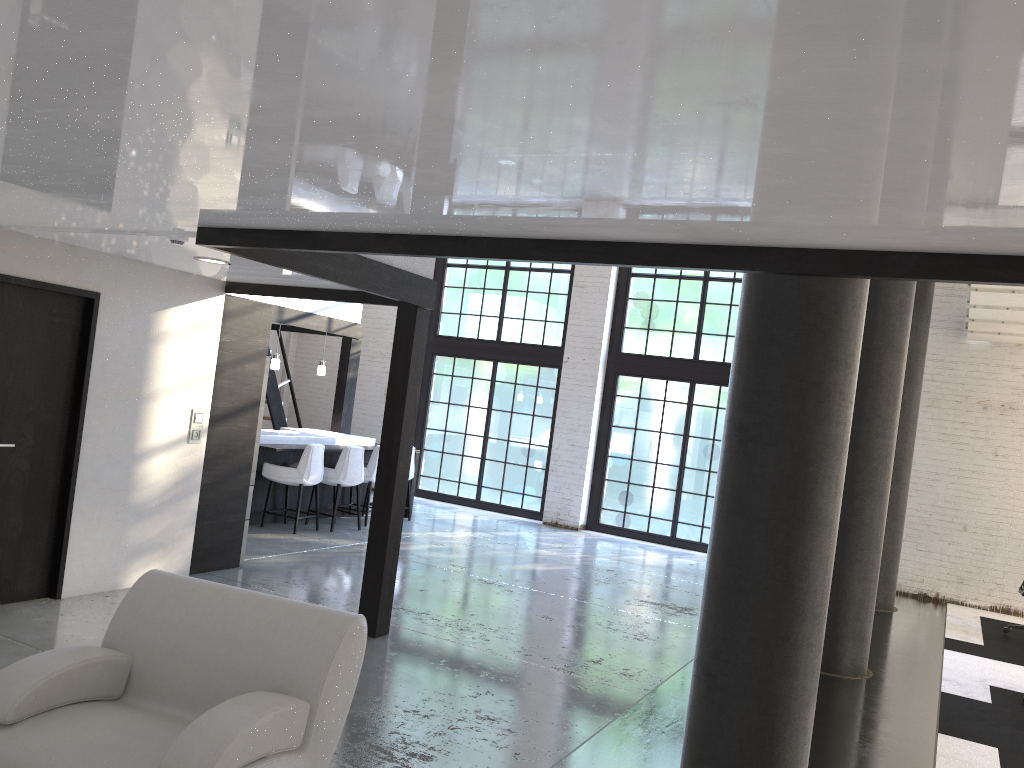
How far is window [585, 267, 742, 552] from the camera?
11.73m

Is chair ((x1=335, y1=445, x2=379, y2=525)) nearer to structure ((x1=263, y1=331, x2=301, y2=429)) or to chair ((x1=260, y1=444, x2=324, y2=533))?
chair ((x1=260, y1=444, x2=324, y2=533))

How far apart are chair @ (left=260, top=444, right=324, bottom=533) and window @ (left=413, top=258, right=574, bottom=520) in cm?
401

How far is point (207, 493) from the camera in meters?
6.9 m

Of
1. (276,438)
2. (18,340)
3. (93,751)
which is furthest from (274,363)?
(93,751)

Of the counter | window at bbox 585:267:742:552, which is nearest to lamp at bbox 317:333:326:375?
the counter

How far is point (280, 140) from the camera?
2.4 meters

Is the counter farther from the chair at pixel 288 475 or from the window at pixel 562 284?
the window at pixel 562 284

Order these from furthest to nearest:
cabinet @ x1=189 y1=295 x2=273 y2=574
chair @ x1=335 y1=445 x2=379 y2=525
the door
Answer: chair @ x1=335 y1=445 x2=379 y2=525 → cabinet @ x1=189 y1=295 x2=273 y2=574 → the door

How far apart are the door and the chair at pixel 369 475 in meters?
4.6 m
